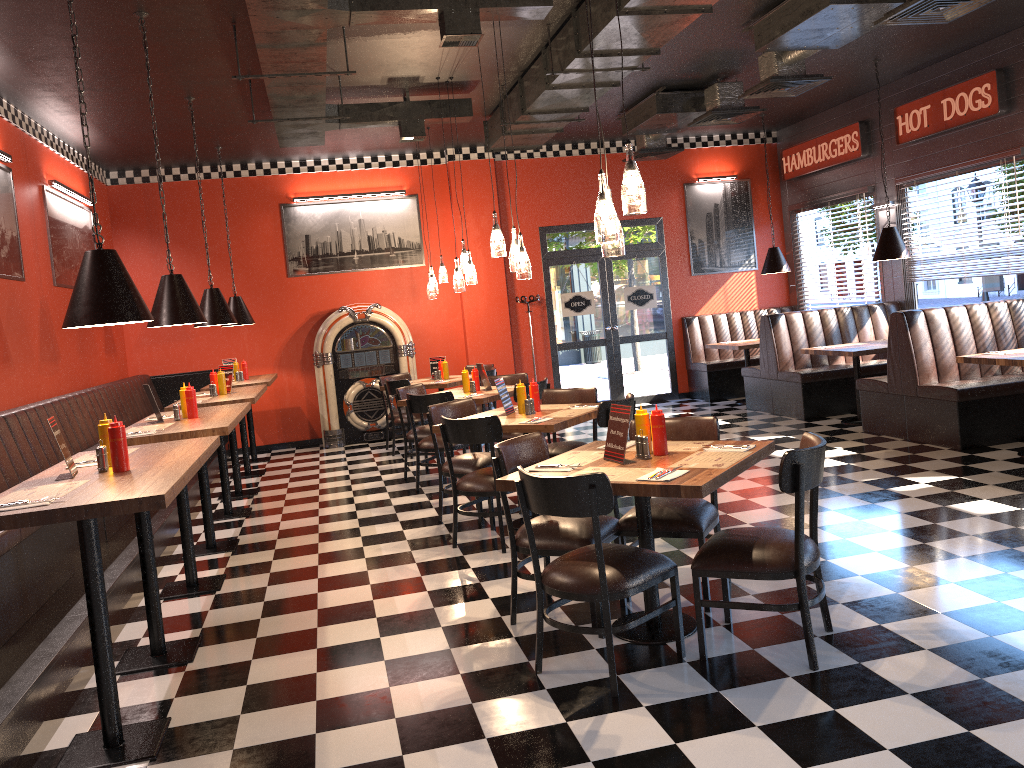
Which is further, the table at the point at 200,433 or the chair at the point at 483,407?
the chair at the point at 483,407

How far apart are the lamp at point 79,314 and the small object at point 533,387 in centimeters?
288cm

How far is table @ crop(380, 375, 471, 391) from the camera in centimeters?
961cm

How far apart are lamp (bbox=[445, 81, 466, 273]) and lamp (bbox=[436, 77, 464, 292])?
0.16m

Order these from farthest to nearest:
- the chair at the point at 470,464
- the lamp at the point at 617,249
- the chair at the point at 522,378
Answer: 1. the chair at the point at 522,378
2. the chair at the point at 470,464
3. the lamp at the point at 617,249

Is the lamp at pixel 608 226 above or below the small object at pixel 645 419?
above

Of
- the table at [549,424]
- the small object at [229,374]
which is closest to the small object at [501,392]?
the table at [549,424]

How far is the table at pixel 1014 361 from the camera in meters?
6.5 m

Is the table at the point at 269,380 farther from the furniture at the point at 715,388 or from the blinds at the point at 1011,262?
the blinds at the point at 1011,262

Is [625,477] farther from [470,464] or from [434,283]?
[434,283]
